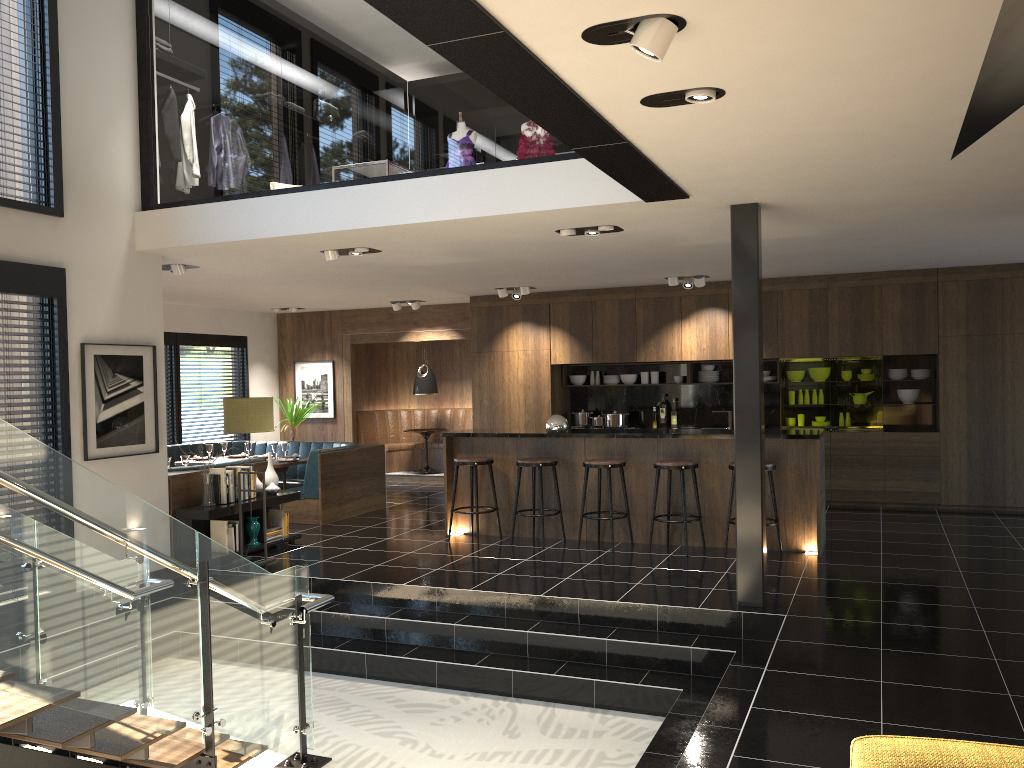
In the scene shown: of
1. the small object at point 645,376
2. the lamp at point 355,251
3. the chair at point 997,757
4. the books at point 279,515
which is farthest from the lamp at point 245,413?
the chair at point 997,757

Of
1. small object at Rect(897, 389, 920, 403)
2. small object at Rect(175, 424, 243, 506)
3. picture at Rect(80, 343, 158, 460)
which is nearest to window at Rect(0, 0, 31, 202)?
picture at Rect(80, 343, 158, 460)

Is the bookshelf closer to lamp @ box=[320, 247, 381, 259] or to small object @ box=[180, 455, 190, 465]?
small object @ box=[180, 455, 190, 465]

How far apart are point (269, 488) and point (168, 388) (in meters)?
4.57

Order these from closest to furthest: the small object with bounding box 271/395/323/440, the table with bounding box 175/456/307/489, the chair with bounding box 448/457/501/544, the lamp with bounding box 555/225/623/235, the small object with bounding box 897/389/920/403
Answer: the lamp with bounding box 555/225/623/235, the chair with bounding box 448/457/501/544, the table with bounding box 175/456/307/489, the small object with bounding box 897/389/920/403, the small object with bounding box 271/395/323/440

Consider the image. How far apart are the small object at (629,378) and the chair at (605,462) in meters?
3.9

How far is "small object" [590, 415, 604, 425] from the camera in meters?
11.7

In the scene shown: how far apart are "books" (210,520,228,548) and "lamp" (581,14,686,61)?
6.11m

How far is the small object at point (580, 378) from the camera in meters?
12.0

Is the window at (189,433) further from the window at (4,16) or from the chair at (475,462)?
the window at (4,16)
